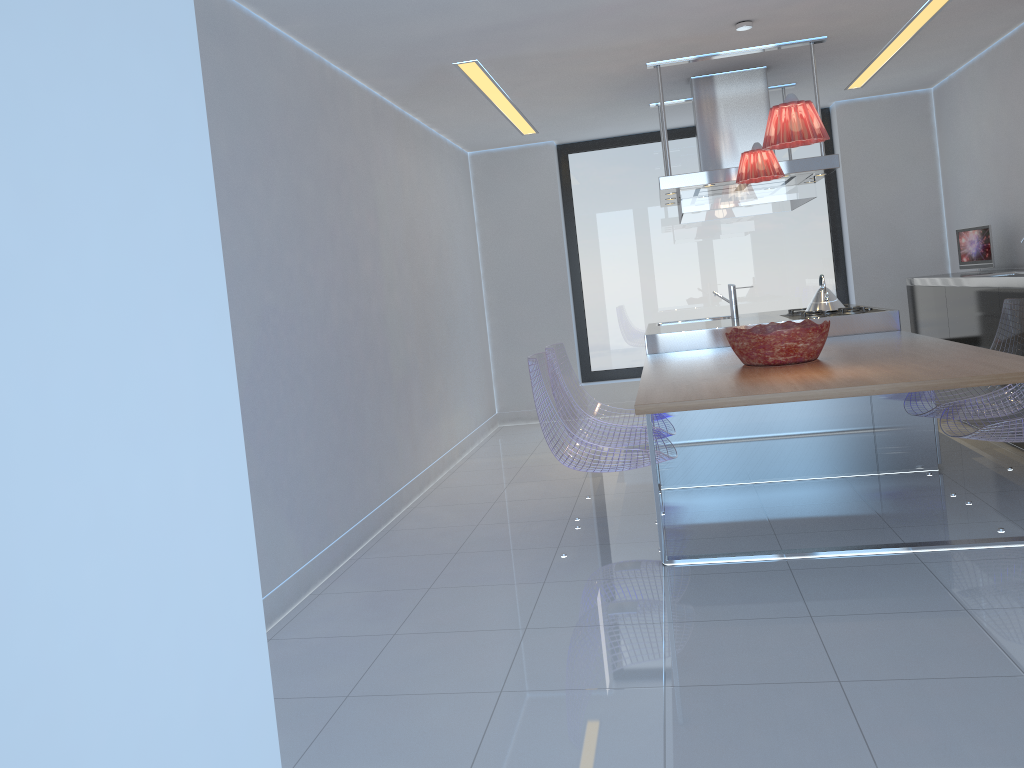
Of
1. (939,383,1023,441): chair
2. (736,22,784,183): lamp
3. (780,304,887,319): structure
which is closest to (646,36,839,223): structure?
(736,22,784,183): lamp

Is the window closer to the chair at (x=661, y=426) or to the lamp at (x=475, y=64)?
the lamp at (x=475, y=64)

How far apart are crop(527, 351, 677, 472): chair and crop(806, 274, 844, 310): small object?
1.94m

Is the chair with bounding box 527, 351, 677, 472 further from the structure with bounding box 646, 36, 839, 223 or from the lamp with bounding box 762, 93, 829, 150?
the structure with bounding box 646, 36, 839, 223

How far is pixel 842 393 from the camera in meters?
3.1 m

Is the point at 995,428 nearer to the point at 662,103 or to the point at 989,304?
the point at 989,304

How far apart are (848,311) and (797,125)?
2.3 meters

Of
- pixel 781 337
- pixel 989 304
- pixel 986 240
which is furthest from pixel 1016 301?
pixel 986 240

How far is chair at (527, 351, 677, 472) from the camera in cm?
383

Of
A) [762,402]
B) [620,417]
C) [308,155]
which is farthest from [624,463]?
[308,155]
